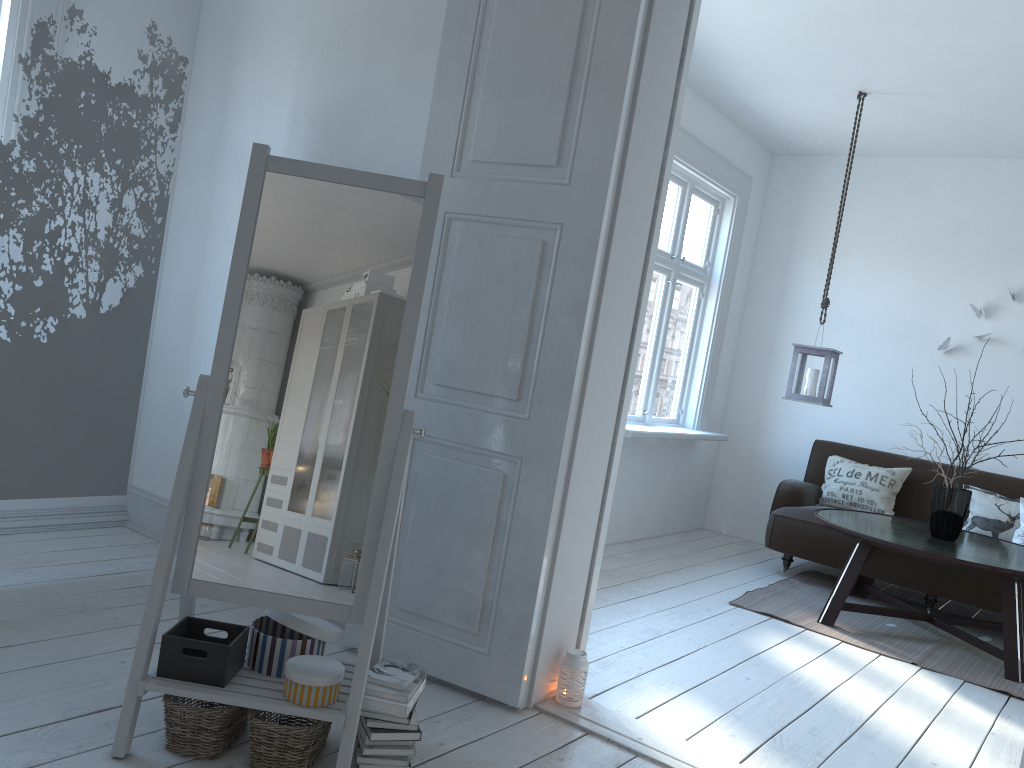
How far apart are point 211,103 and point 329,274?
2.11m

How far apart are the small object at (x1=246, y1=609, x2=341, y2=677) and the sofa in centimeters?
365cm

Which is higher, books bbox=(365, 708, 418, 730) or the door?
the door

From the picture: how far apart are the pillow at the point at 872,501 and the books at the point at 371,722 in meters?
4.1 m

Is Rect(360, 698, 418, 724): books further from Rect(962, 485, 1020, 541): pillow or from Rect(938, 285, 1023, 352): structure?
Rect(938, 285, 1023, 352): structure

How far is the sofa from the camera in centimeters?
475cm

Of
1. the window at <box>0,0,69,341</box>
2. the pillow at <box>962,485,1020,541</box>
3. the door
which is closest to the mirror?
the door

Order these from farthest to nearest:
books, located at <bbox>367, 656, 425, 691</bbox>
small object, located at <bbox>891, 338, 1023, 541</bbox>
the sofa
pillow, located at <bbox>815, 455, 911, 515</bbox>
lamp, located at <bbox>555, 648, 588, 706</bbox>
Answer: pillow, located at <bbox>815, 455, 911, 515</bbox>, the sofa, small object, located at <bbox>891, 338, 1023, 541</bbox>, lamp, located at <bbox>555, 648, 588, 706</bbox>, books, located at <bbox>367, 656, 425, 691</bbox>

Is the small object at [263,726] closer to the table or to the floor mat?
the floor mat

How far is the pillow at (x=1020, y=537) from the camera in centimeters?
497cm
